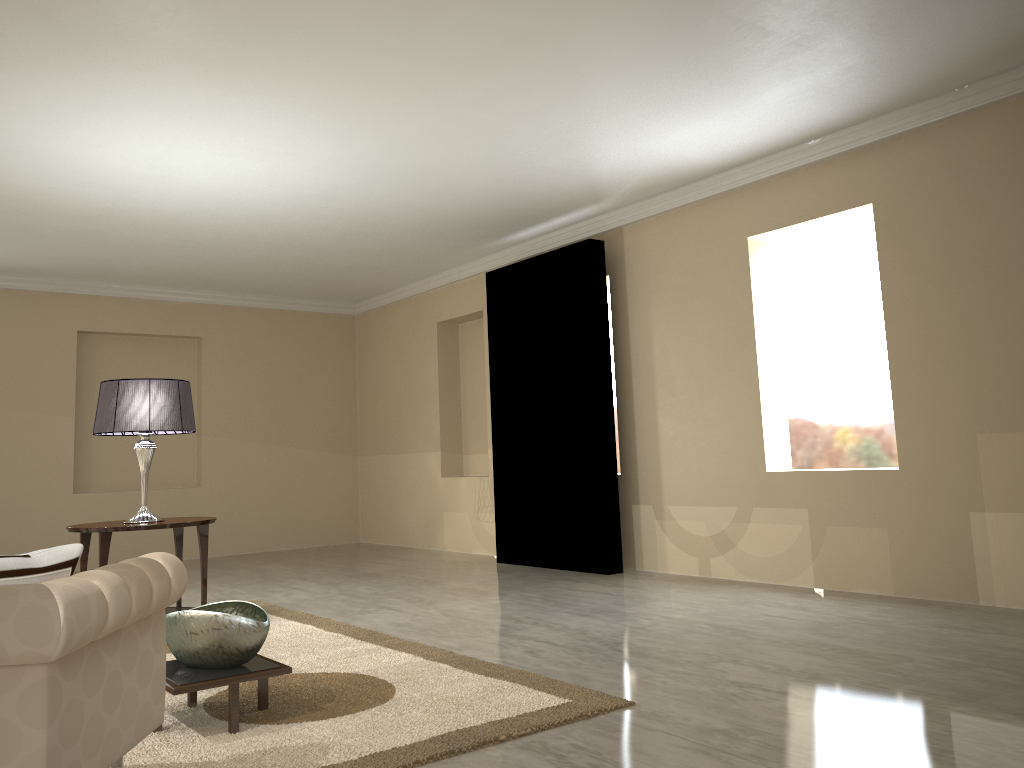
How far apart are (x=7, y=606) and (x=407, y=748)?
1.15m

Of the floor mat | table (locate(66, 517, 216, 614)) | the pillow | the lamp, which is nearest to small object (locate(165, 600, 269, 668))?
the floor mat

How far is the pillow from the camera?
1.7 meters

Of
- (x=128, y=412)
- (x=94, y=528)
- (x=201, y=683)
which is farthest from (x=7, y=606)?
(x=128, y=412)

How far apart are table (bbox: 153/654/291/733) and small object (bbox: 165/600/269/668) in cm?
2

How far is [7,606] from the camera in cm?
149

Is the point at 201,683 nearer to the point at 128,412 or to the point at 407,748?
the point at 407,748

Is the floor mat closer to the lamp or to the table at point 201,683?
the table at point 201,683

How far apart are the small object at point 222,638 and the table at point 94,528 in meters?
1.4 m

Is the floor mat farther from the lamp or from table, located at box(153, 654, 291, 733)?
the lamp
